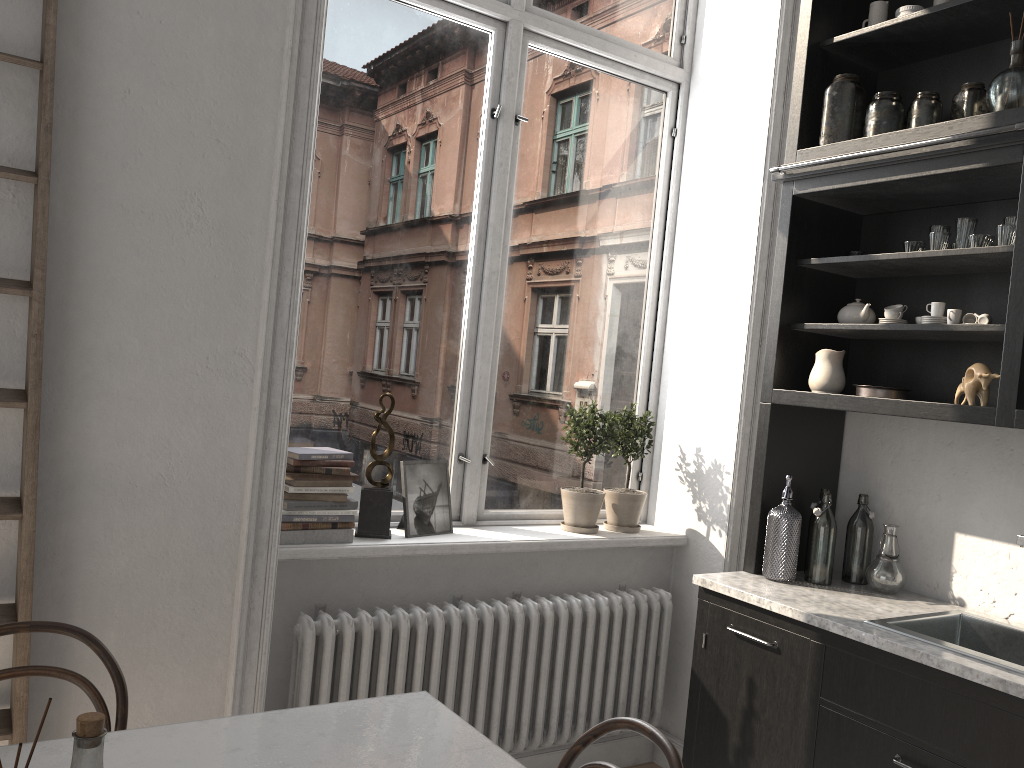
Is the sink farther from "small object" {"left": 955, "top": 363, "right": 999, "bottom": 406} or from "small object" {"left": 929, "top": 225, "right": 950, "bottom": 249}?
"small object" {"left": 929, "top": 225, "right": 950, "bottom": 249}

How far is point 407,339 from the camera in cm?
322

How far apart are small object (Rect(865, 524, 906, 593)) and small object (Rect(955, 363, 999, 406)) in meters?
0.5

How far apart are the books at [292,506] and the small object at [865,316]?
1.7m

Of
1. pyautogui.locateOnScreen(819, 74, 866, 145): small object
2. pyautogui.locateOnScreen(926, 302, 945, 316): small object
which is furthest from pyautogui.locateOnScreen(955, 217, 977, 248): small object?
pyautogui.locateOnScreen(819, 74, 866, 145): small object

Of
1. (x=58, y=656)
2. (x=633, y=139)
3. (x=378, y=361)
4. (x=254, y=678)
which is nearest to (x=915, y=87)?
(x=633, y=139)

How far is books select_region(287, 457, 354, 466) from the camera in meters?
2.8 m

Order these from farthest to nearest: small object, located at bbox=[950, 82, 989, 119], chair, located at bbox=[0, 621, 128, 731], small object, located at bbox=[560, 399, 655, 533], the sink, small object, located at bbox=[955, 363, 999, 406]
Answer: small object, located at bbox=[560, 399, 655, 533] → small object, located at bbox=[950, 82, 989, 119] → small object, located at bbox=[955, 363, 999, 406] → the sink → chair, located at bbox=[0, 621, 128, 731]

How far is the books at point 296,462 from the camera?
2.77m

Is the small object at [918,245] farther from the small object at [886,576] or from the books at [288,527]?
the books at [288,527]
